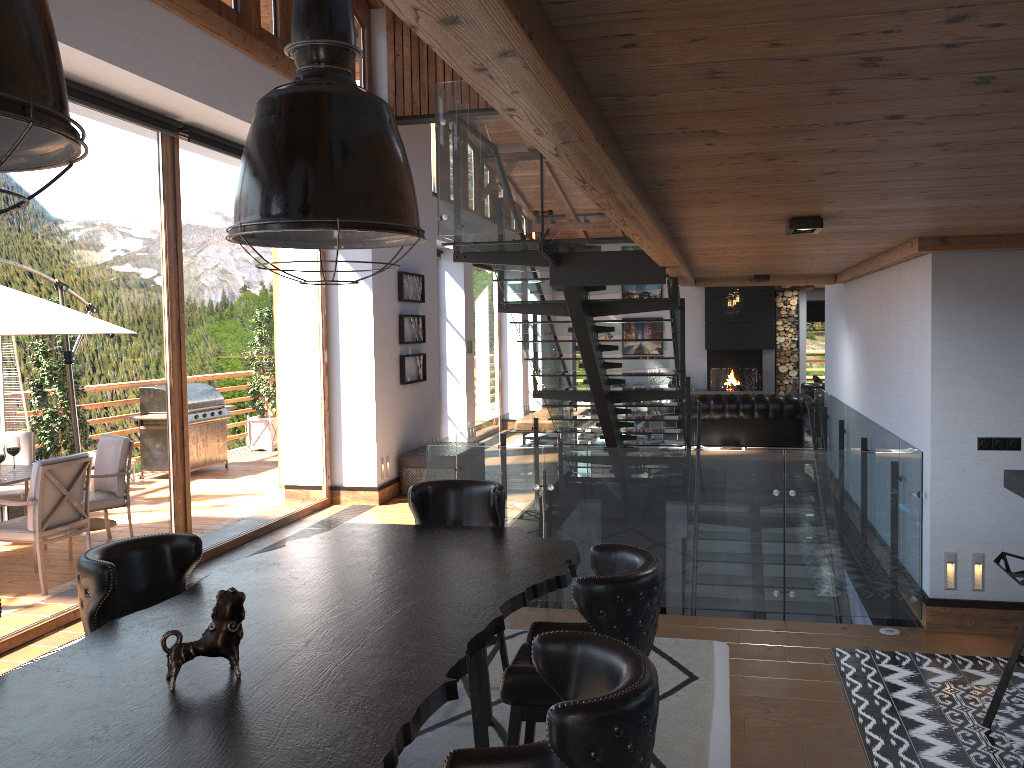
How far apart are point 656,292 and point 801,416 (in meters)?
6.45

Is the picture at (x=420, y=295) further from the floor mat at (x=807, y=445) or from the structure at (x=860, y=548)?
the floor mat at (x=807, y=445)

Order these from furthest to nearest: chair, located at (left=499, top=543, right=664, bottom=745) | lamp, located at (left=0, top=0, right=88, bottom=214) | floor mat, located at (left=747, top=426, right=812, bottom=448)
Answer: floor mat, located at (left=747, top=426, right=812, bottom=448), chair, located at (left=499, top=543, right=664, bottom=745), lamp, located at (left=0, top=0, right=88, bottom=214)

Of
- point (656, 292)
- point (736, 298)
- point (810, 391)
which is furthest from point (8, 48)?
point (656, 292)

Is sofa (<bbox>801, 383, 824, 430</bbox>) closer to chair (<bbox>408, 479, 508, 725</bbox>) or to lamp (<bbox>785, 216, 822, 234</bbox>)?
lamp (<bbox>785, 216, 822, 234</bbox>)

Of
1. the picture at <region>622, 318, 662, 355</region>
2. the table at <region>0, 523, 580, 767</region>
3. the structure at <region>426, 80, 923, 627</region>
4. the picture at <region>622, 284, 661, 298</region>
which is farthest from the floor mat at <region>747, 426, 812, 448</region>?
the table at <region>0, 523, 580, 767</region>

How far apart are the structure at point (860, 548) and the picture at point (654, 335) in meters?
7.4

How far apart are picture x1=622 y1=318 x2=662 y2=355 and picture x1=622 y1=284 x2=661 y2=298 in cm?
86

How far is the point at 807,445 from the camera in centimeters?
1373cm

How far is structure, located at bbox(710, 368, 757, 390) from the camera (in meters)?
18.39
